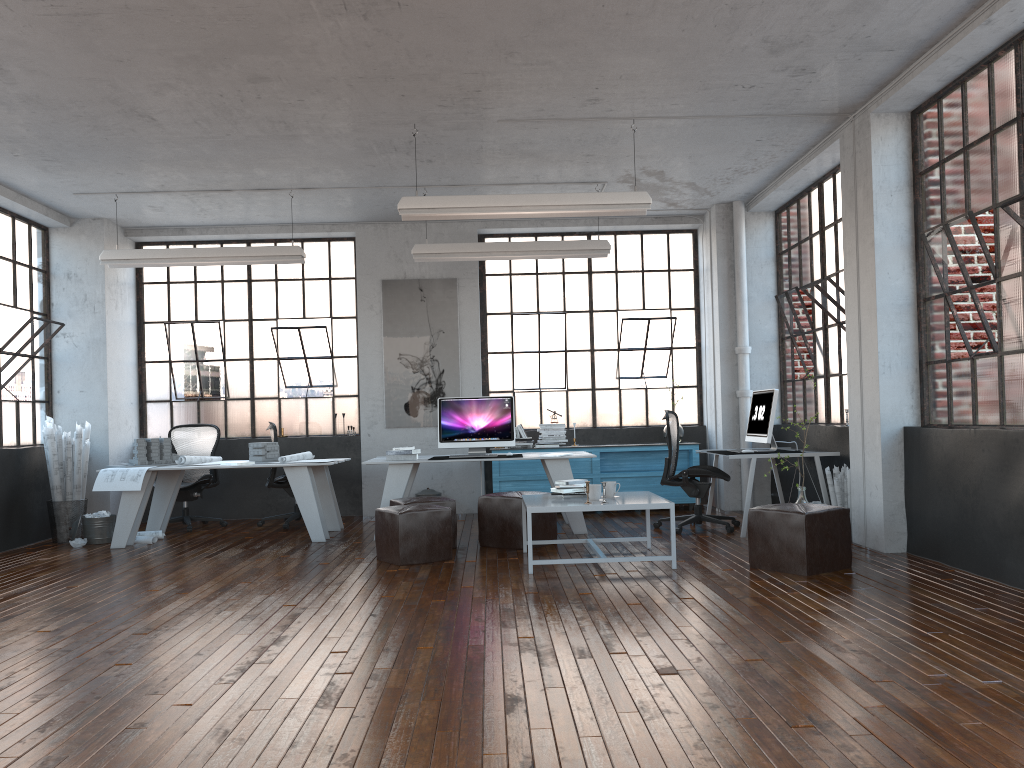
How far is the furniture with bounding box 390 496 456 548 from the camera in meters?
7.1

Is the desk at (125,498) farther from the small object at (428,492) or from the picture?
the picture

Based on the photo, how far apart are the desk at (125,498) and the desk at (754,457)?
3.8m

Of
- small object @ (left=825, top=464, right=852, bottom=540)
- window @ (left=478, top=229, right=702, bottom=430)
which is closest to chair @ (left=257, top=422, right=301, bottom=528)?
window @ (left=478, top=229, right=702, bottom=430)

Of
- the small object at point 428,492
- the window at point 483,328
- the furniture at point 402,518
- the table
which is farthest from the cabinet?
the furniture at point 402,518

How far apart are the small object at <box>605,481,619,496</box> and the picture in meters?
3.7

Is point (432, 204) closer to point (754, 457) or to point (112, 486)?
point (754, 457)

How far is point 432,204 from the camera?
6.5m

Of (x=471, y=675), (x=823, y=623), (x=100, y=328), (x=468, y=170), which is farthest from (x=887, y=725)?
(x=100, y=328)

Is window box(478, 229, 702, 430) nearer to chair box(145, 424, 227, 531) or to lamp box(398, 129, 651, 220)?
chair box(145, 424, 227, 531)
